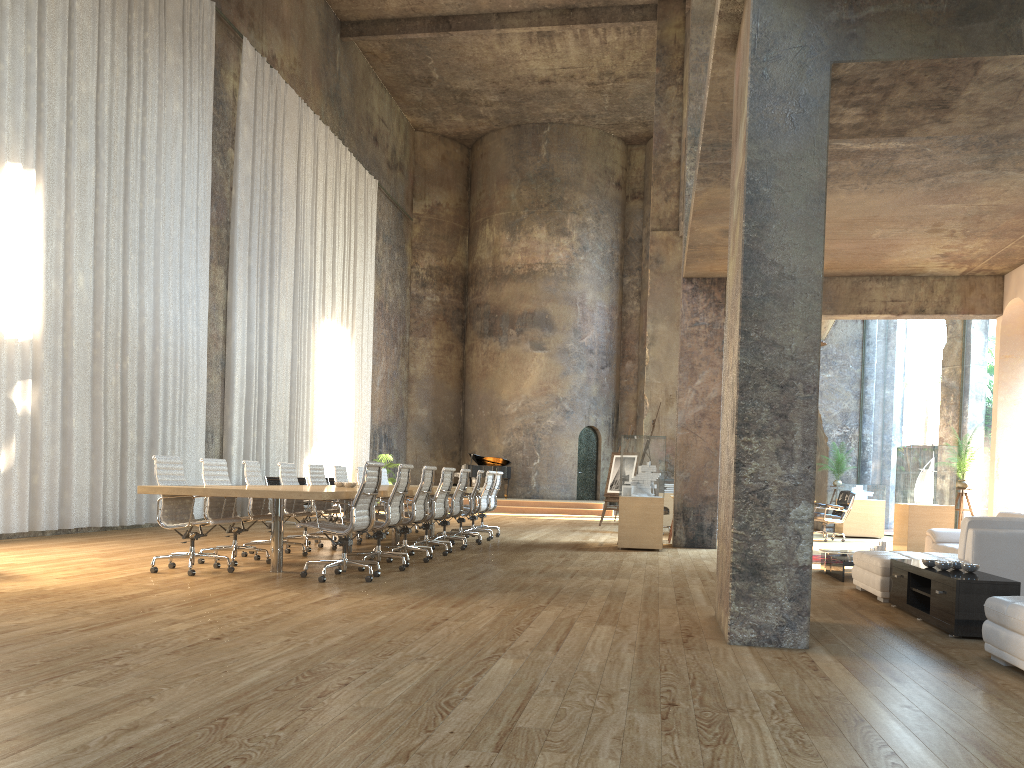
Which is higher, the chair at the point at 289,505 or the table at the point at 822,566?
the chair at the point at 289,505

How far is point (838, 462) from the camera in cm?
1769

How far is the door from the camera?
26.85m

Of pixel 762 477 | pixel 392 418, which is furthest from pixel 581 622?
pixel 392 418

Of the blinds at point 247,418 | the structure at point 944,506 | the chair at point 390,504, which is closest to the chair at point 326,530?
the chair at point 390,504

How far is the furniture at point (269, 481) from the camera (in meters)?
15.55

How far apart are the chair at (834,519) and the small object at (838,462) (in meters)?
2.50

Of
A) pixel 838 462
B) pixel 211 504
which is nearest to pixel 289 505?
pixel 211 504

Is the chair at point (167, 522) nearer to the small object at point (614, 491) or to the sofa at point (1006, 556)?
the sofa at point (1006, 556)

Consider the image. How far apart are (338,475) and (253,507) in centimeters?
284cm
